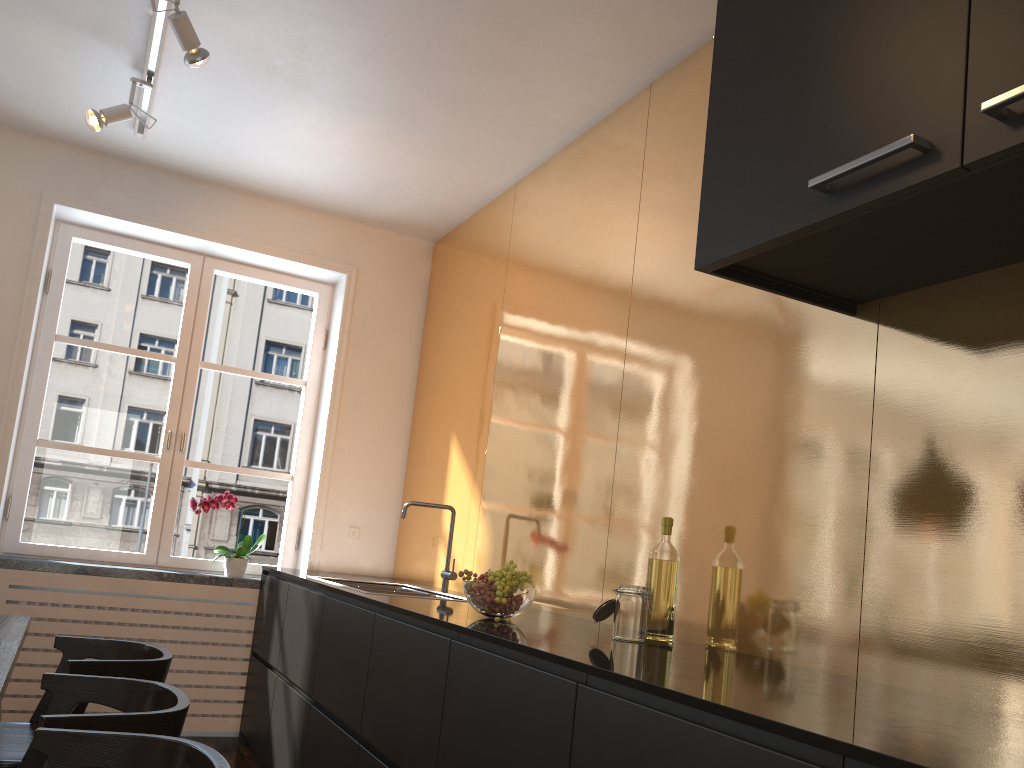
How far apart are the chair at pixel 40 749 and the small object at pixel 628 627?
1.1 meters

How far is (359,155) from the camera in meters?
4.1

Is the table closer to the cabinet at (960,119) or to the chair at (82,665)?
the chair at (82,665)

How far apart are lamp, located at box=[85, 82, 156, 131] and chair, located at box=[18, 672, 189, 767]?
2.20m

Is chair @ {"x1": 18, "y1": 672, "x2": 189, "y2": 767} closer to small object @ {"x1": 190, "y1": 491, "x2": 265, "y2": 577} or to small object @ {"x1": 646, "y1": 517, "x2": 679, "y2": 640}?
small object @ {"x1": 646, "y1": 517, "x2": 679, "y2": 640}

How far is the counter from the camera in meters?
1.1

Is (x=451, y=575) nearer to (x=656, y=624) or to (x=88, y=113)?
(x=656, y=624)

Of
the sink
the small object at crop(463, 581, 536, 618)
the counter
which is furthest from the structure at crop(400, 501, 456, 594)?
the small object at crop(463, 581, 536, 618)

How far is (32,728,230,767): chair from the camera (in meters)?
1.56

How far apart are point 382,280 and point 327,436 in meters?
0.9 m
